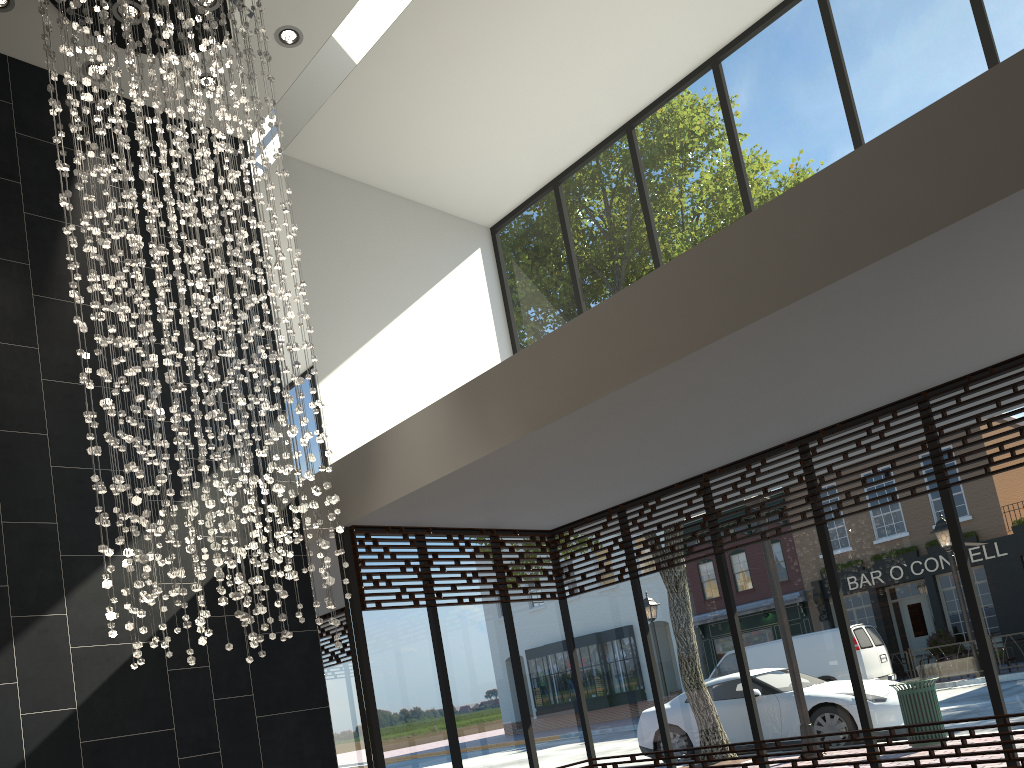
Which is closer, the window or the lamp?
the lamp

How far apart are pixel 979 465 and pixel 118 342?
5.2 meters

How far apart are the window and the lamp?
1.21m

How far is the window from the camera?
5.50m

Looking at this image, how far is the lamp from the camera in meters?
4.4 m

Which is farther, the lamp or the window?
the window

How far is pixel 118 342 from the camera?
4.4 meters

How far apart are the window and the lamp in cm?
121

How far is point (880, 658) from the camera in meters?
5.8
